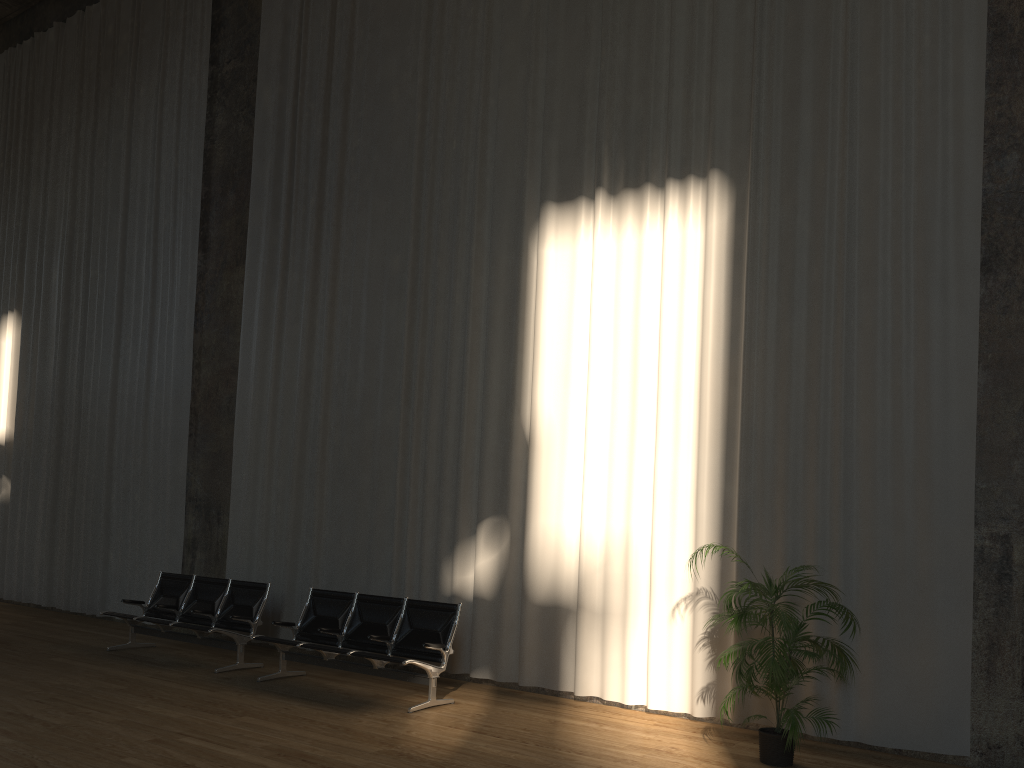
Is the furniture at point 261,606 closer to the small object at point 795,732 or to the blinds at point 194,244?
the blinds at point 194,244

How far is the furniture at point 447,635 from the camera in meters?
7.1

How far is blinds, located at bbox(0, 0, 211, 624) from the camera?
11.24m

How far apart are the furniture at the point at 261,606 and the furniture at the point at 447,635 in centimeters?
58cm

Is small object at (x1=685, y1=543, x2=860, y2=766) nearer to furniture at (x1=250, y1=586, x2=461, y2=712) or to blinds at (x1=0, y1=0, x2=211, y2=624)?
furniture at (x1=250, y1=586, x2=461, y2=712)

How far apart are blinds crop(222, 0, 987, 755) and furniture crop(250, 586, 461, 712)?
0.7m

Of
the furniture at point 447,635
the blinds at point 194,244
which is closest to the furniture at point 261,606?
the furniture at point 447,635

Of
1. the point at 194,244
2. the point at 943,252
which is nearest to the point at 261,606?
the point at 194,244

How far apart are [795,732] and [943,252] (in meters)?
3.43

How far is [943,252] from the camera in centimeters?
624cm
